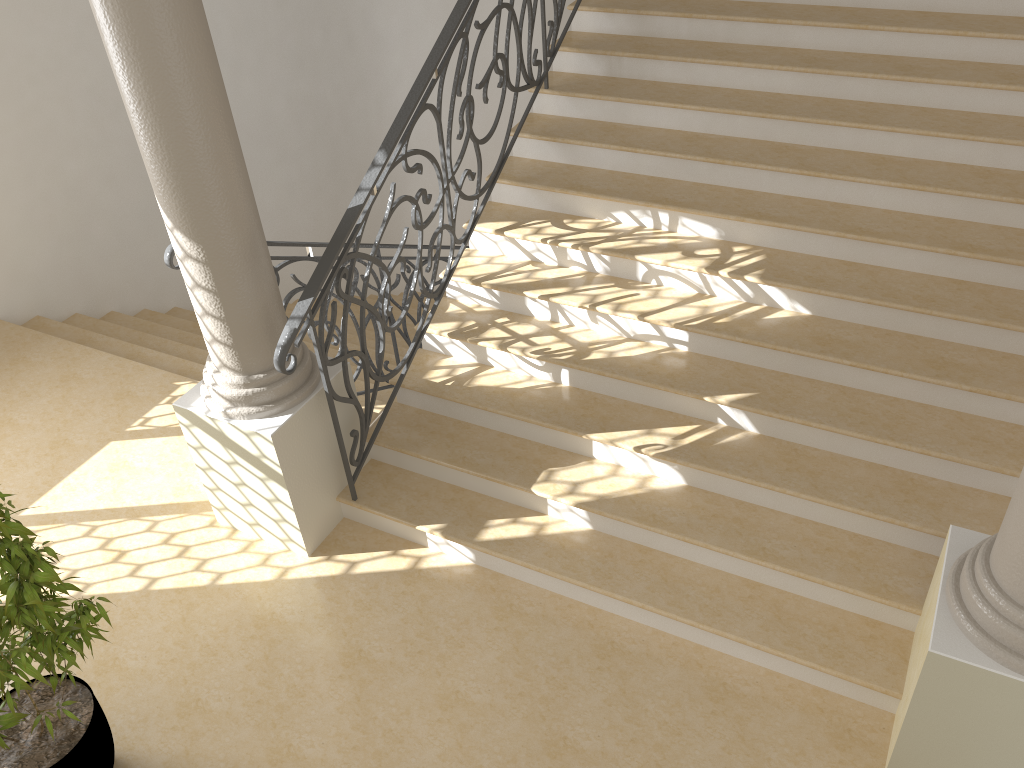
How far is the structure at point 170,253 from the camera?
4.0 meters

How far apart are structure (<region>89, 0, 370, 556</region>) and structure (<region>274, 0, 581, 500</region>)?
0.1m

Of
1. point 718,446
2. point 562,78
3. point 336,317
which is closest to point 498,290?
point 336,317

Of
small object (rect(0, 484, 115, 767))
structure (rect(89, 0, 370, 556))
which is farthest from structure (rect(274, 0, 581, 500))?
small object (rect(0, 484, 115, 767))

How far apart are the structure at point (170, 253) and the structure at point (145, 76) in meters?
0.3 m

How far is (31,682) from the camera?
2.96m

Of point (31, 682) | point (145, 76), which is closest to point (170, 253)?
point (145, 76)

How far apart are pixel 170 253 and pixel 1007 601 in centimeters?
358cm

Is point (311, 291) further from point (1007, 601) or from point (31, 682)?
point (1007, 601)

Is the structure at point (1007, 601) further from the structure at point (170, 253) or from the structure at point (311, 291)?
the structure at point (170, 253)
